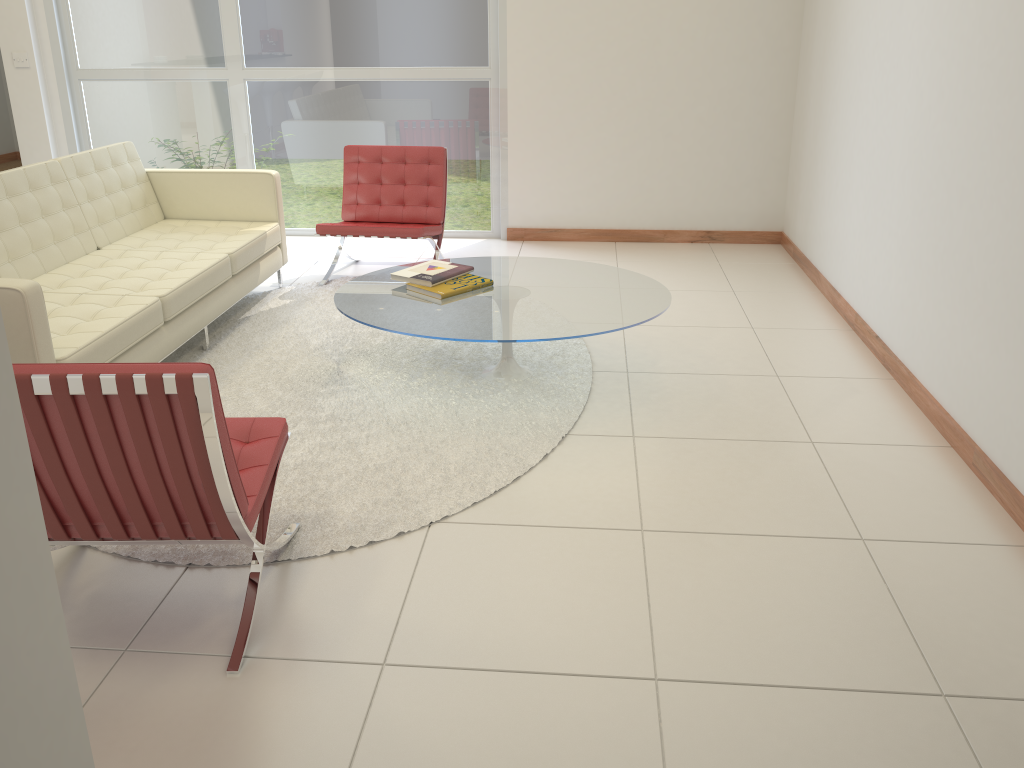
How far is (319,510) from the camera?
3.0 meters

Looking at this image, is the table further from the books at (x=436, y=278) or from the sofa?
the sofa

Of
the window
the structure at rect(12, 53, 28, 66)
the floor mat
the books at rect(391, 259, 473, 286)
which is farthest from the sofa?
the structure at rect(12, 53, 28, 66)

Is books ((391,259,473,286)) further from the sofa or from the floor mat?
the sofa

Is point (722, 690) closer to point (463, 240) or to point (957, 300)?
point (957, 300)

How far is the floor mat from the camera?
3.0m

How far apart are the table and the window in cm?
216

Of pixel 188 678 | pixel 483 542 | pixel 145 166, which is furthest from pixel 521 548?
pixel 145 166

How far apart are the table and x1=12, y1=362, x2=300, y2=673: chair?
0.9 meters

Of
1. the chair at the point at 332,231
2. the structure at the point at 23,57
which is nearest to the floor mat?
the chair at the point at 332,231
